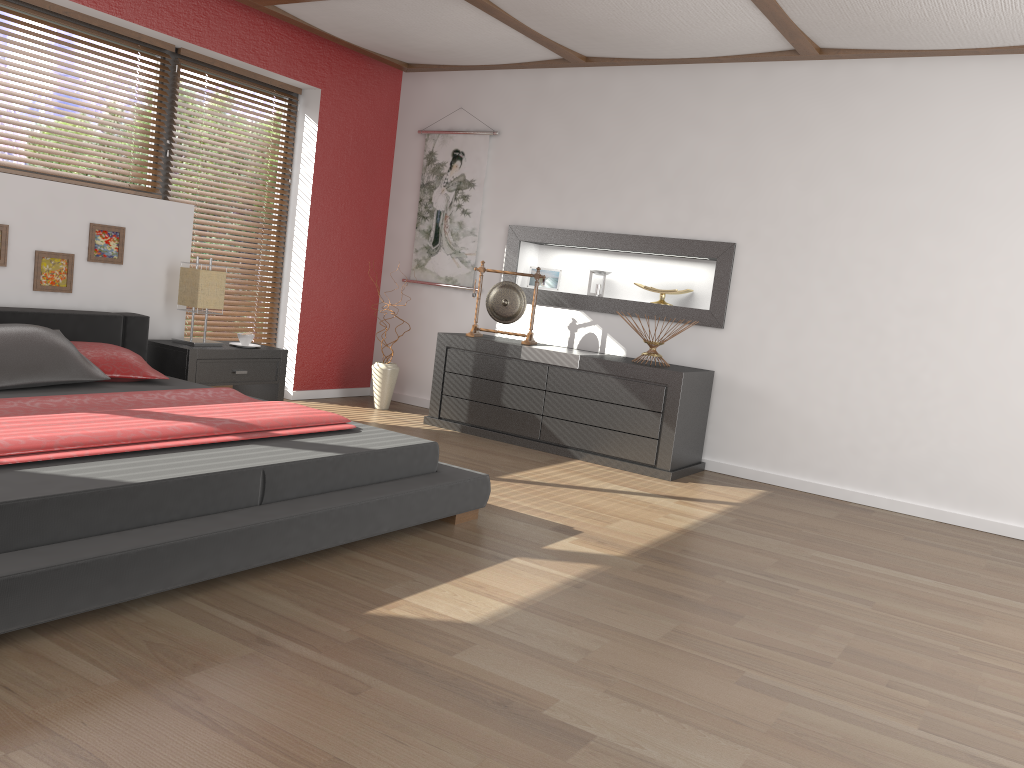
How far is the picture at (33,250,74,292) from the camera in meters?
4.4 m

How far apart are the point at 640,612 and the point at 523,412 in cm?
271

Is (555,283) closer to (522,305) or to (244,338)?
(522,305)

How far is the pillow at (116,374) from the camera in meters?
4.0 m

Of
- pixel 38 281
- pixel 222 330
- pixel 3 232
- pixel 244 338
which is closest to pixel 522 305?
pixel 244 338

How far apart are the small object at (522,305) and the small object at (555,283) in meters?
0.4

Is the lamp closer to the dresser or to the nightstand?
the nightstand

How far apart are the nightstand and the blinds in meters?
0.4 m

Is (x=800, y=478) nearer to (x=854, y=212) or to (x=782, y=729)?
(x=854, y=212)

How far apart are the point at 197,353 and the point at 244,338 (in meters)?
0.43
